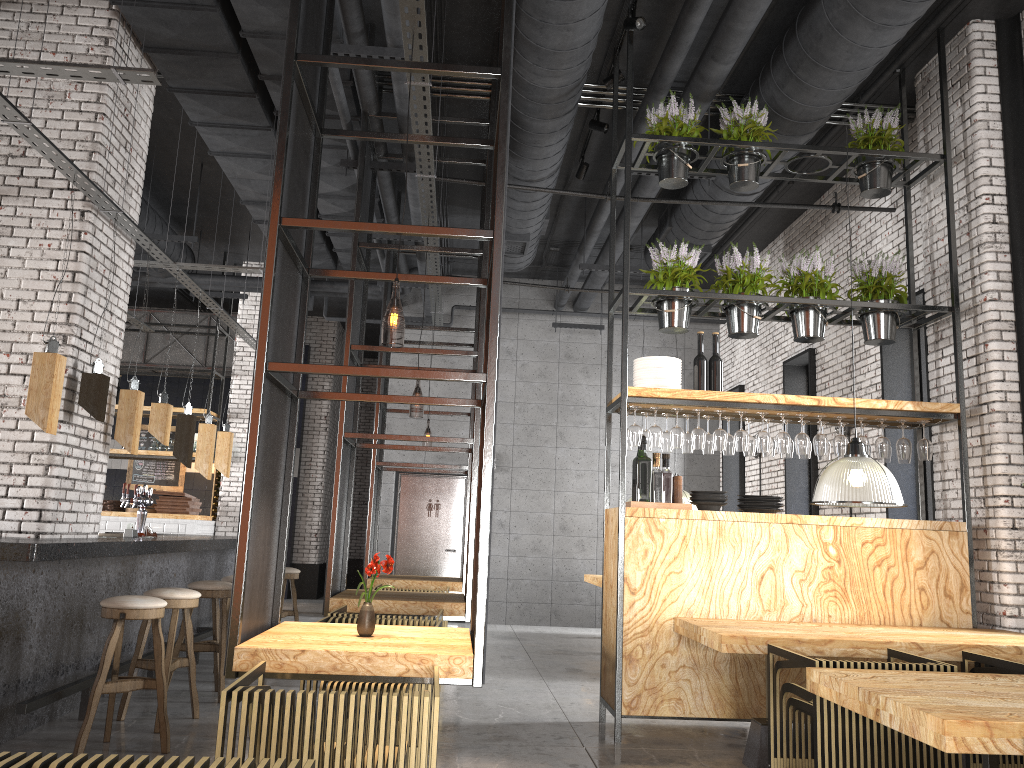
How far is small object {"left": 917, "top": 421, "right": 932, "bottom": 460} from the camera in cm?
602

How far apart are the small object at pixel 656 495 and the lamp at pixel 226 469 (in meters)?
4.65

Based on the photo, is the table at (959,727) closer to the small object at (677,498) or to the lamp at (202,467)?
the small object at (677,498)

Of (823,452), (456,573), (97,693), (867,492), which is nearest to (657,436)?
(823,452)

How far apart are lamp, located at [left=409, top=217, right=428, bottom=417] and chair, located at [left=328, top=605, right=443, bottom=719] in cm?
586

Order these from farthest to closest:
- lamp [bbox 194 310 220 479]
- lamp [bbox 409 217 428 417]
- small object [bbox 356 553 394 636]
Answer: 1. lamp [bbox 409 217 428 417]
2. lamp [bbox 194 310 220 479]
3. small object [bbox 356 553 394 636]

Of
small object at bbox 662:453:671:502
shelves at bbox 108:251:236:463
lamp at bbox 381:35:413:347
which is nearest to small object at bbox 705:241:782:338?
small object at bbox 662:453:671:502

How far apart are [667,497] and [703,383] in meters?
0.8

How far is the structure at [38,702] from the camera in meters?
4.8

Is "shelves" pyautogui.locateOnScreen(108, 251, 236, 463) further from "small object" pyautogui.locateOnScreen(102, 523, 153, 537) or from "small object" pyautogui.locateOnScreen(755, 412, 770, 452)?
"small object" pyautogui.locateOnScreen(755, 412, 770, 452)
